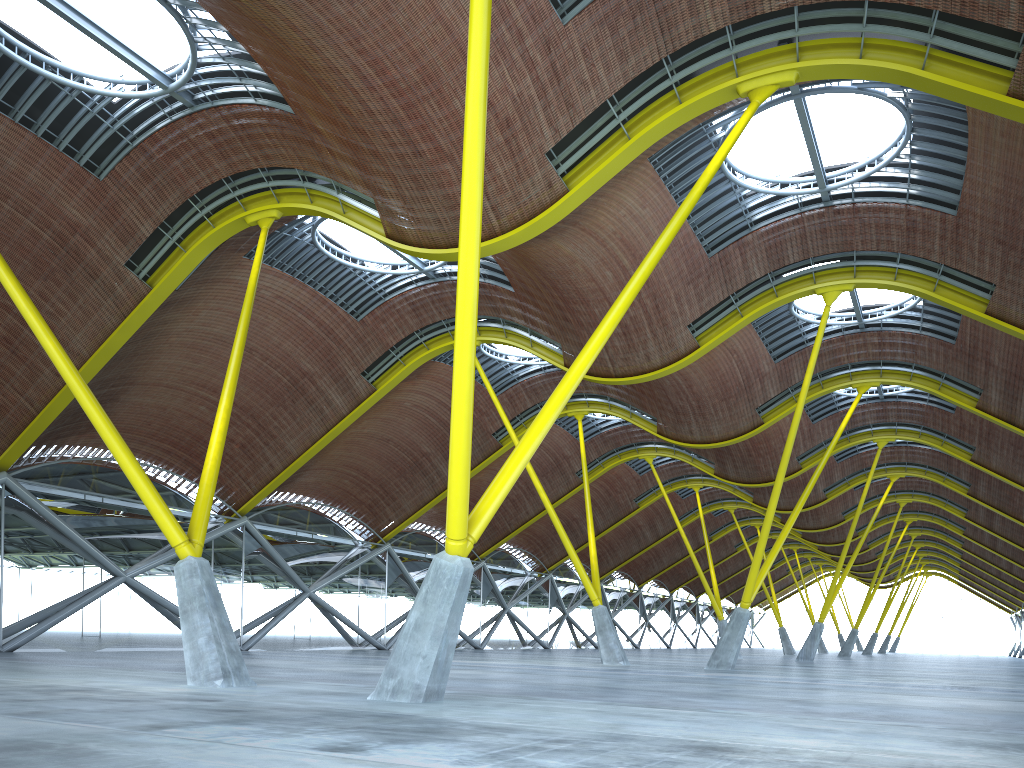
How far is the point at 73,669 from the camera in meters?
20.2
